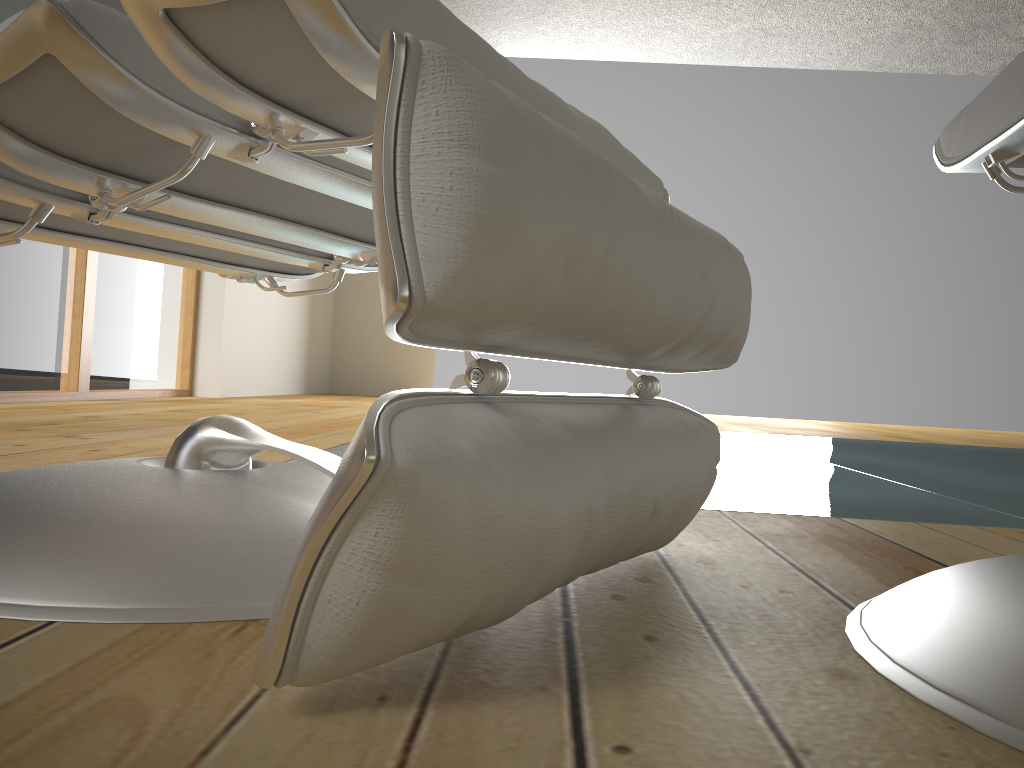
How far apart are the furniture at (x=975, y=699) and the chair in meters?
0.1 m

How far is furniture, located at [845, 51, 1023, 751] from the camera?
0.44m

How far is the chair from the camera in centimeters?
38cm

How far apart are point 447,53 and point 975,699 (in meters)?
0.40

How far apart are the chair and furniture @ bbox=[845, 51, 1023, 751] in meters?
0.1 m

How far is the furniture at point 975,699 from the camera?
0.44m

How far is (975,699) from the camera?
0.4m
